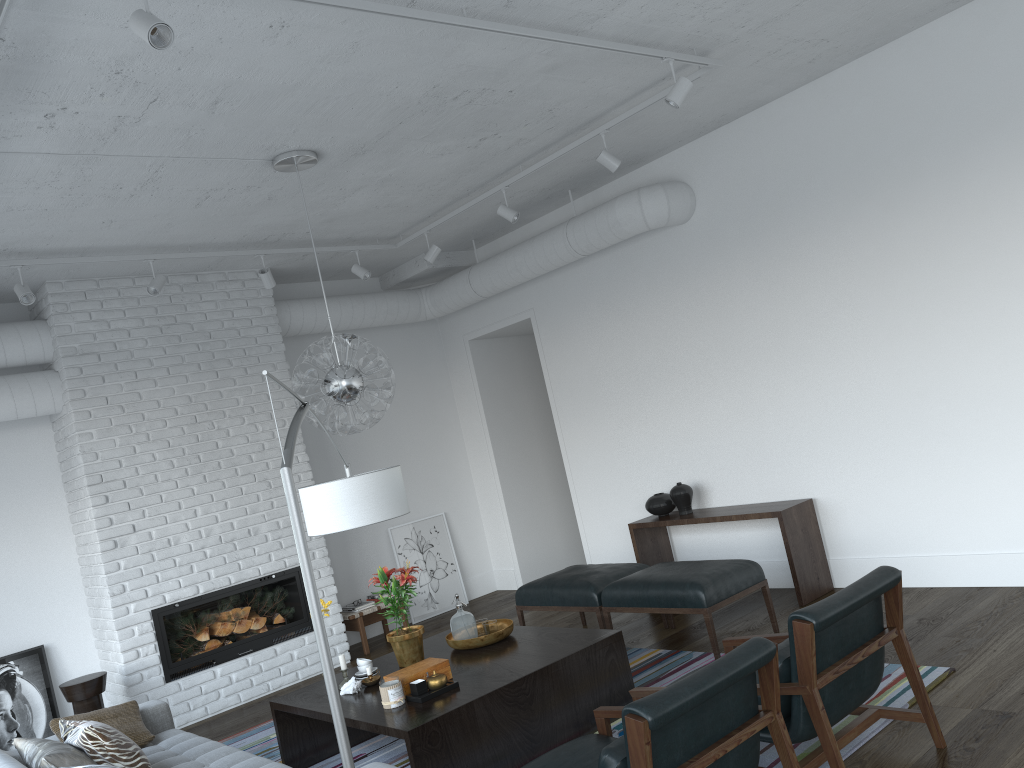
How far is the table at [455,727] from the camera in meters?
3.8 m

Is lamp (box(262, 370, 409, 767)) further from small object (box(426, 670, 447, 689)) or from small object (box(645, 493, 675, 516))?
small object (box(645, 493, 675, 516))

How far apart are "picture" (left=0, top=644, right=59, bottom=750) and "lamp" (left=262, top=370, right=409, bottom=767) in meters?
3.8

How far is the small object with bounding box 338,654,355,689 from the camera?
4.56m

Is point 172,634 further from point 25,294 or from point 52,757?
point 52,757

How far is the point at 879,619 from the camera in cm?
335

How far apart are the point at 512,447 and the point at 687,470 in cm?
235

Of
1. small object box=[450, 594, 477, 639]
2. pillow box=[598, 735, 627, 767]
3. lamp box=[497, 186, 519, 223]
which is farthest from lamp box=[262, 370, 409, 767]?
lamp box=[497, 186, 519, 223]

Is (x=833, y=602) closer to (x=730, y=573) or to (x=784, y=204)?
(x=730, y=573)

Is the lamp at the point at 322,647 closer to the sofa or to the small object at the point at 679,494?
the sofa
